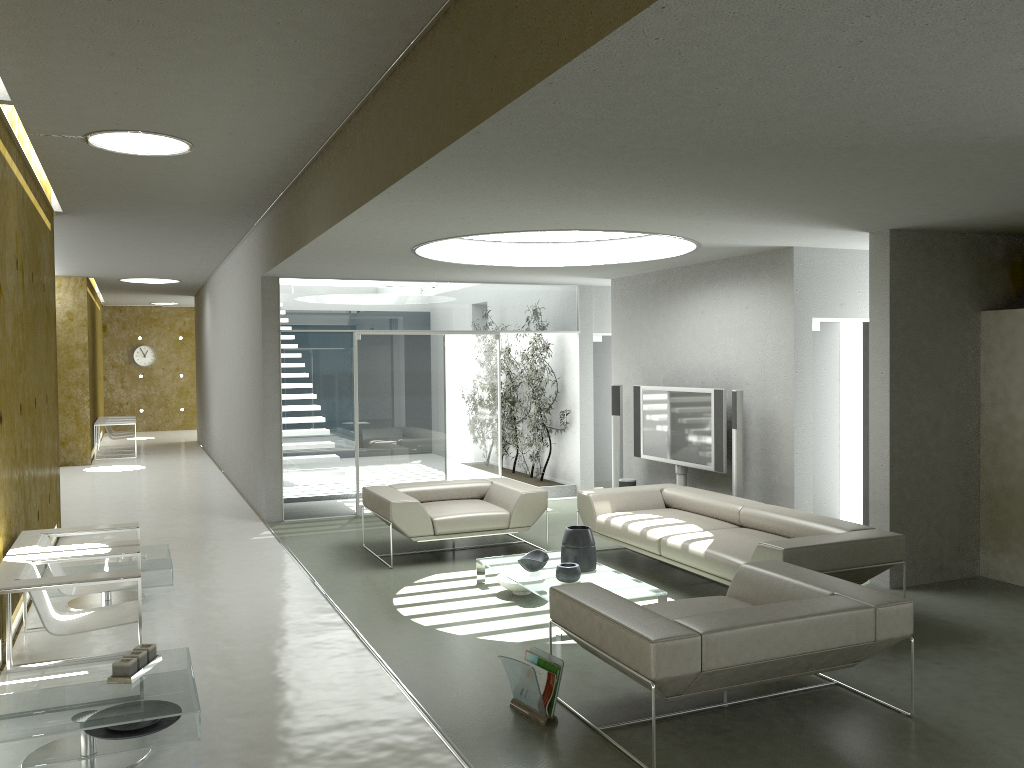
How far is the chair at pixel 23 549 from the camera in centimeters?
524cm

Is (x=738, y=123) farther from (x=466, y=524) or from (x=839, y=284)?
(x=466, y=524)

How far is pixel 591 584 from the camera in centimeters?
464cm

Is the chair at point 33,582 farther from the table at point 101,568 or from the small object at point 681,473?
the small object at point 681,473

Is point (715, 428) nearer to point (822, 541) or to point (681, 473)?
point (681, 473)

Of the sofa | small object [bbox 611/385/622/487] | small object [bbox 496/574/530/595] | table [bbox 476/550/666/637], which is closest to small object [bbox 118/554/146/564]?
table [bbox 476/550/666/637]

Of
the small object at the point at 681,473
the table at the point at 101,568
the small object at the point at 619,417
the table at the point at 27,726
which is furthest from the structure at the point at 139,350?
the table at the point at 27,726

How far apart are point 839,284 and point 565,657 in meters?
4.4 m

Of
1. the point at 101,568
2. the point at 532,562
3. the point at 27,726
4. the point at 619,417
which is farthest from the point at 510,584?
the point at 619,417

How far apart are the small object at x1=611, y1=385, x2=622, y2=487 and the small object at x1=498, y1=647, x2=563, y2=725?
5.5 meters
